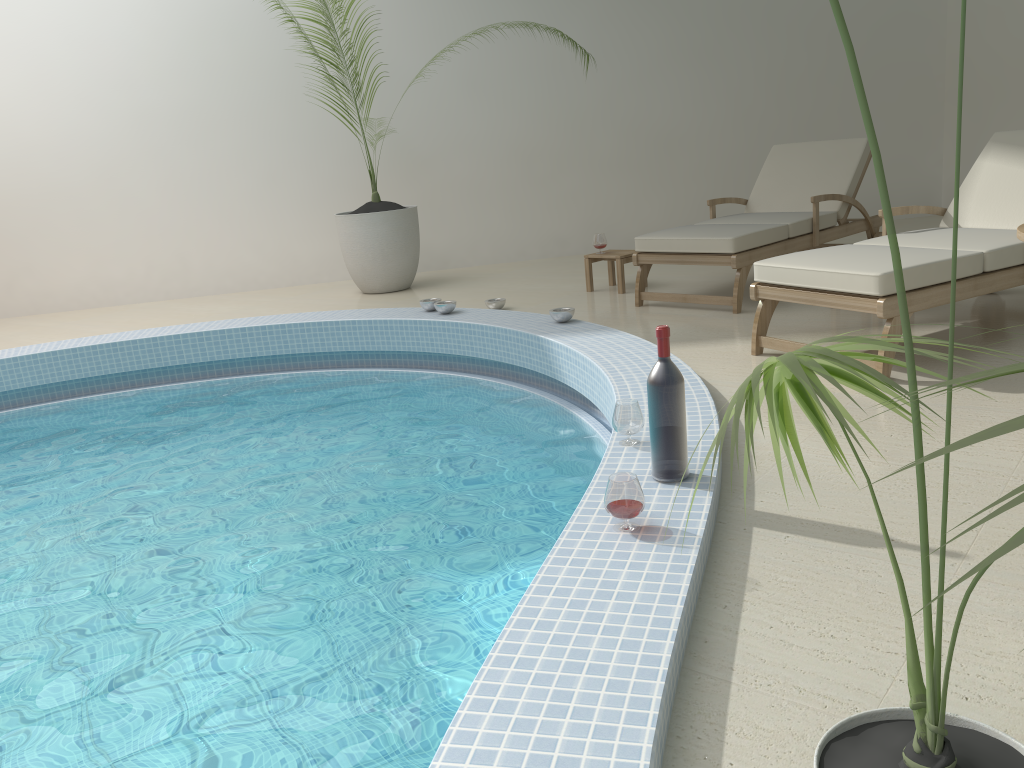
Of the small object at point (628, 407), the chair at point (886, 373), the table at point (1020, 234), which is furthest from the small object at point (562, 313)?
the table at point (1020, 234)

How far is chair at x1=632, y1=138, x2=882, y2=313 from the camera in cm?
503

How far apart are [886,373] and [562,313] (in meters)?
1.79

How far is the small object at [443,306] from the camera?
5.4m

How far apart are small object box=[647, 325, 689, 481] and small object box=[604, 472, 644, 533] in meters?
0.3 m

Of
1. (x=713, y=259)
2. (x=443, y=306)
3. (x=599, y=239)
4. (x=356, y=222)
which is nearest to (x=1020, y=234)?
(x=713, y=259)

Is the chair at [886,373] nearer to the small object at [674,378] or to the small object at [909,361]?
the small object at [674,378]

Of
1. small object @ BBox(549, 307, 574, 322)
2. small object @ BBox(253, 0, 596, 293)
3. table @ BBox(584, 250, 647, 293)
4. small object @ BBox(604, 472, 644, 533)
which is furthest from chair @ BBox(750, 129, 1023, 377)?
small object @ BBox(253, 0, 596, 293)

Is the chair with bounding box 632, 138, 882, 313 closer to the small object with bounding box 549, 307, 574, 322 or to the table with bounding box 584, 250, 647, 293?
the table with bounding box 584, 250, 647, 293

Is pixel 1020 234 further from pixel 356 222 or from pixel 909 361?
pixel 356 222
